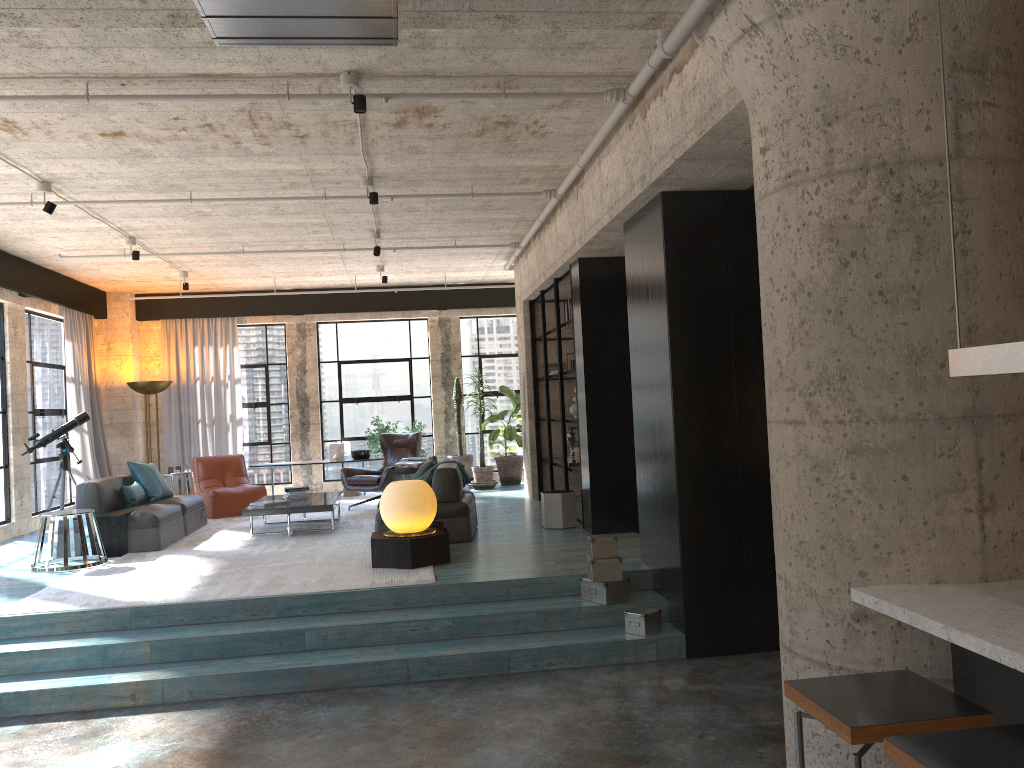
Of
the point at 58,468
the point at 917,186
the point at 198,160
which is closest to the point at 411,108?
the point at 198,160

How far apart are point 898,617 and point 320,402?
11.9 meters

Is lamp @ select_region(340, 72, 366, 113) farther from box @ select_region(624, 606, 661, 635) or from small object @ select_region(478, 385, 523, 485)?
small object @ select_region(478, 385, 523, 485)

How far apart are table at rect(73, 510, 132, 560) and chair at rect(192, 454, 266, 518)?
2.6 meters

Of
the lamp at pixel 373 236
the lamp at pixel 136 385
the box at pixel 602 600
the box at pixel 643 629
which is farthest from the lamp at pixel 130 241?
the box at pixel 643 629

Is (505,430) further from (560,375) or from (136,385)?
(136,385)

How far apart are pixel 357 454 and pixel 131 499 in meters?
4.4

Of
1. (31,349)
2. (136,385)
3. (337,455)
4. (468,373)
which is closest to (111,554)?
(31,349)

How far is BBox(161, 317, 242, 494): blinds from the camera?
13.5 meters

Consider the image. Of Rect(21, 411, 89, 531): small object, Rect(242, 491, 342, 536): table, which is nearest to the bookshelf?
Rect(242, 491, 342, 536): table
